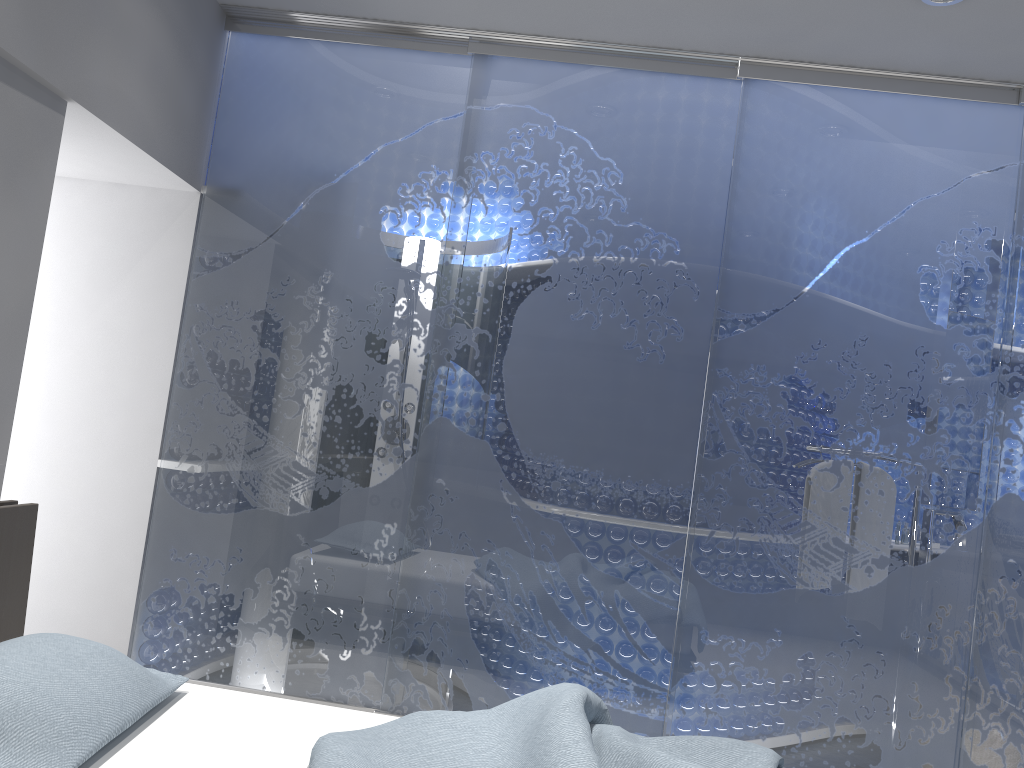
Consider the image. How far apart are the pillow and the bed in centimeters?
4cm

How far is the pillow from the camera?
1.6 meters

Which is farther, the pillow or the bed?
the bed

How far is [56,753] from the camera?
1.64m

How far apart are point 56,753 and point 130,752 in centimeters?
22cm

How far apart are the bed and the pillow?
0.04m

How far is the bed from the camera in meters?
1.8 m

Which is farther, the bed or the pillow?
the bed
